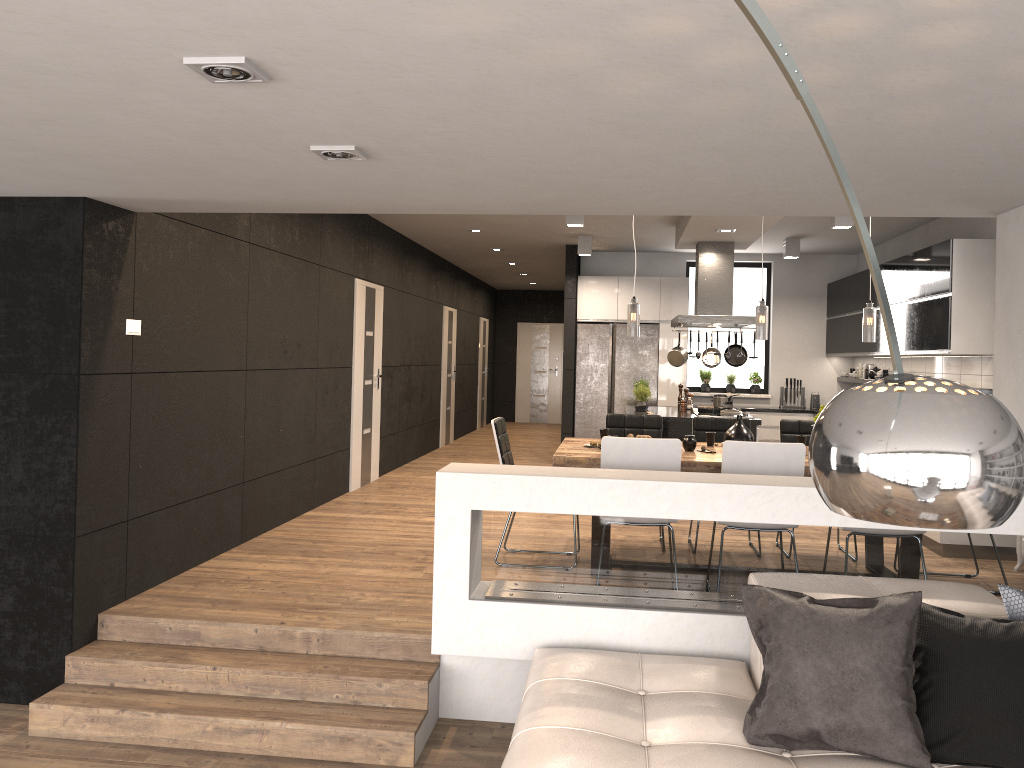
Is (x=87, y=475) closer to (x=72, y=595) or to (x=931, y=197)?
(x=72, y=595)

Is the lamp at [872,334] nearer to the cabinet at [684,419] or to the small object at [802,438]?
the small object at [802,438]

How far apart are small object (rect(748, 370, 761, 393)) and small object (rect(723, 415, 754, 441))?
5.84m

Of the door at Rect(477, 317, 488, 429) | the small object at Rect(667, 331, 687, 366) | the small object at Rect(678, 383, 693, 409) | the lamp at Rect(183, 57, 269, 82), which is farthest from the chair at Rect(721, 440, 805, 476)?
the door at Rect(477, 317, 488, 429)

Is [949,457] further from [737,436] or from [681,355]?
[681,355]

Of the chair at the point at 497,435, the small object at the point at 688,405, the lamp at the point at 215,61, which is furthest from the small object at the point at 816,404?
the lamp at the point at 215,61

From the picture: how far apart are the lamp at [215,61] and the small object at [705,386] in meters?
9.6 m

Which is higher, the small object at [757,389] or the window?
the window

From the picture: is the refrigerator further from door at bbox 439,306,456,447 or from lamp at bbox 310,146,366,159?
lamp at bbox 310,146,366,159

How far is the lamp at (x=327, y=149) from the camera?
3.0m
